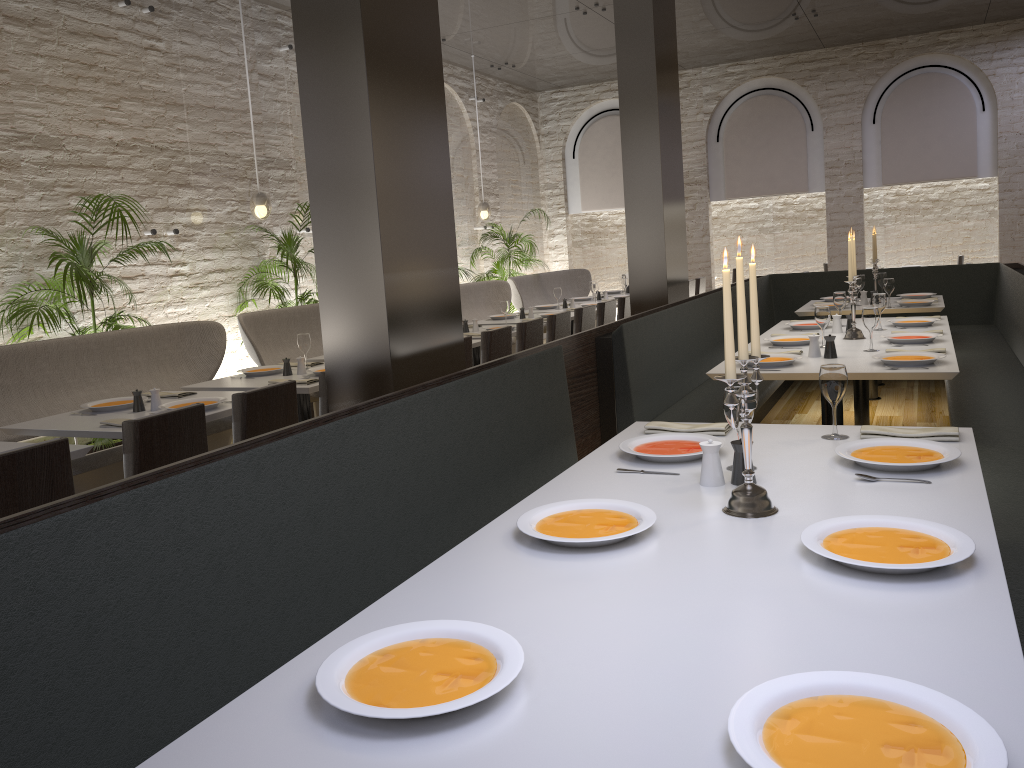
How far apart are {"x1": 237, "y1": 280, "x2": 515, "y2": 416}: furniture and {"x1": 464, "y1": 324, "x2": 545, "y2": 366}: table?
1.3 meters

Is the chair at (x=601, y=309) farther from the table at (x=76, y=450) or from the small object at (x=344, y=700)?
the small object at (x=344, y=700)

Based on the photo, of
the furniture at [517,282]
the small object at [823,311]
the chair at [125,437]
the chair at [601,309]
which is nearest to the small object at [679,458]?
the chair at [125,437]

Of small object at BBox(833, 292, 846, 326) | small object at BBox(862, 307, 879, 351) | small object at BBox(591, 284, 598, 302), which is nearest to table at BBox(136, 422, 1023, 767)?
small object at BBox(862, 307, 879, 351)

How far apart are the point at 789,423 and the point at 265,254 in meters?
4.7 m

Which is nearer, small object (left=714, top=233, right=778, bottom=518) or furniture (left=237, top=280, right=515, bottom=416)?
small object (left=714, top=233, right=778, bottom=518)

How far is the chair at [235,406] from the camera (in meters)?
3.72

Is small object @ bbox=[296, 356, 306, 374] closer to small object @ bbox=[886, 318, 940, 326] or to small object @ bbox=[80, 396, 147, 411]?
small object @ bbox=[80, 396, 147, 411]

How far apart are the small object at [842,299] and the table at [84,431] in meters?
3.9

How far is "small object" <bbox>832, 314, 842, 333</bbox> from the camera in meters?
5.5
